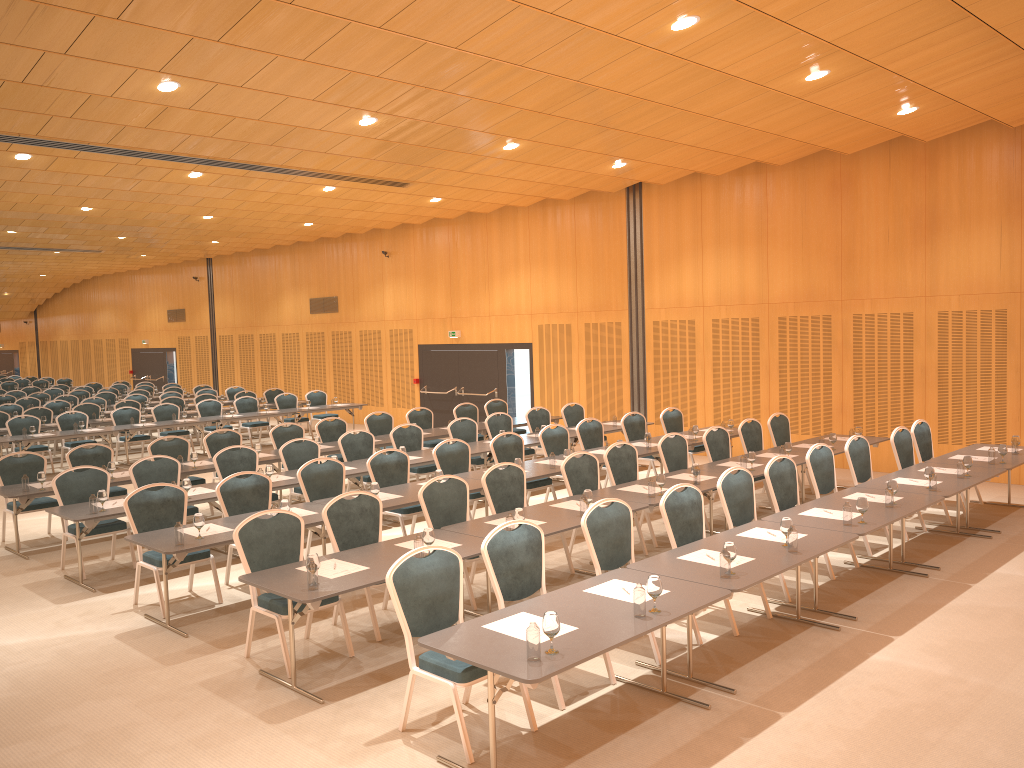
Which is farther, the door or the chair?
the door

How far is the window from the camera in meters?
19.5

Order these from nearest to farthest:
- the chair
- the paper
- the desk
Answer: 1. the desk
2. the paper
3. the chair

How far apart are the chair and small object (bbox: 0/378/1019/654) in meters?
0.6 m

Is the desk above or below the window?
below

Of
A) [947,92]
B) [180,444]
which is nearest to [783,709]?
[947,92]

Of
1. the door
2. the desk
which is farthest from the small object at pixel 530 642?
the door

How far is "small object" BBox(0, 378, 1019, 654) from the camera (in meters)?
4.61

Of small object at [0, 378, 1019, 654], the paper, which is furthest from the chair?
small object at [0, 378, 1019, 654]

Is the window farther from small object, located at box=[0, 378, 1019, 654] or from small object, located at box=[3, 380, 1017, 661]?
small object, located at box=[3, 380, 1017, 661]
